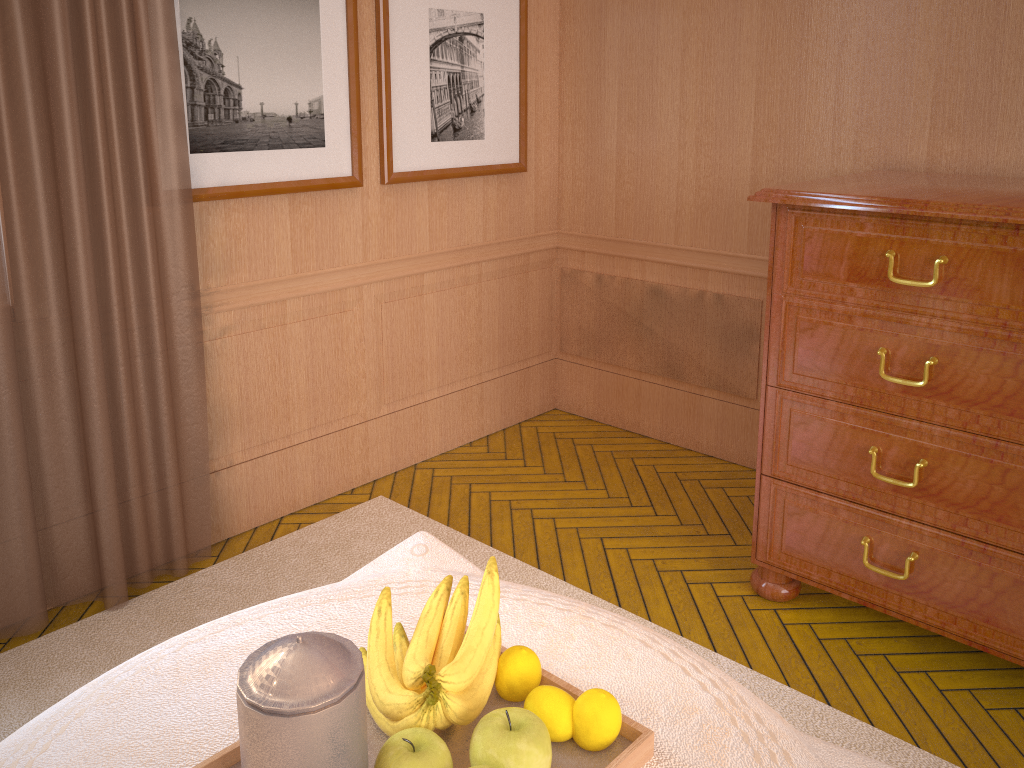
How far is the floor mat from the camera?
3.5m

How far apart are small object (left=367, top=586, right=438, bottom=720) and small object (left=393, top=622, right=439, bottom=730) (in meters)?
0.05

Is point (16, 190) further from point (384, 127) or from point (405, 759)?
point (405, 759)

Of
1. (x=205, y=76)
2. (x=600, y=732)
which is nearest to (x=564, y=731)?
(x=600, y=732)

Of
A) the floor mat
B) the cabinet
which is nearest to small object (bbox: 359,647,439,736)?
the floor mat

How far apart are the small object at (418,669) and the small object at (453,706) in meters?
0.1

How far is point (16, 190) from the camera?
3.58m

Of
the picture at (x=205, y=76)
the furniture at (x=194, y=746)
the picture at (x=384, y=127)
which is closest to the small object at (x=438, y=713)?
the furniture at (x=194, y=746)

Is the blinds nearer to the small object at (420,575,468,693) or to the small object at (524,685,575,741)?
the small object at (420,575,468,693)

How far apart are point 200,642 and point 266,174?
2.7m
